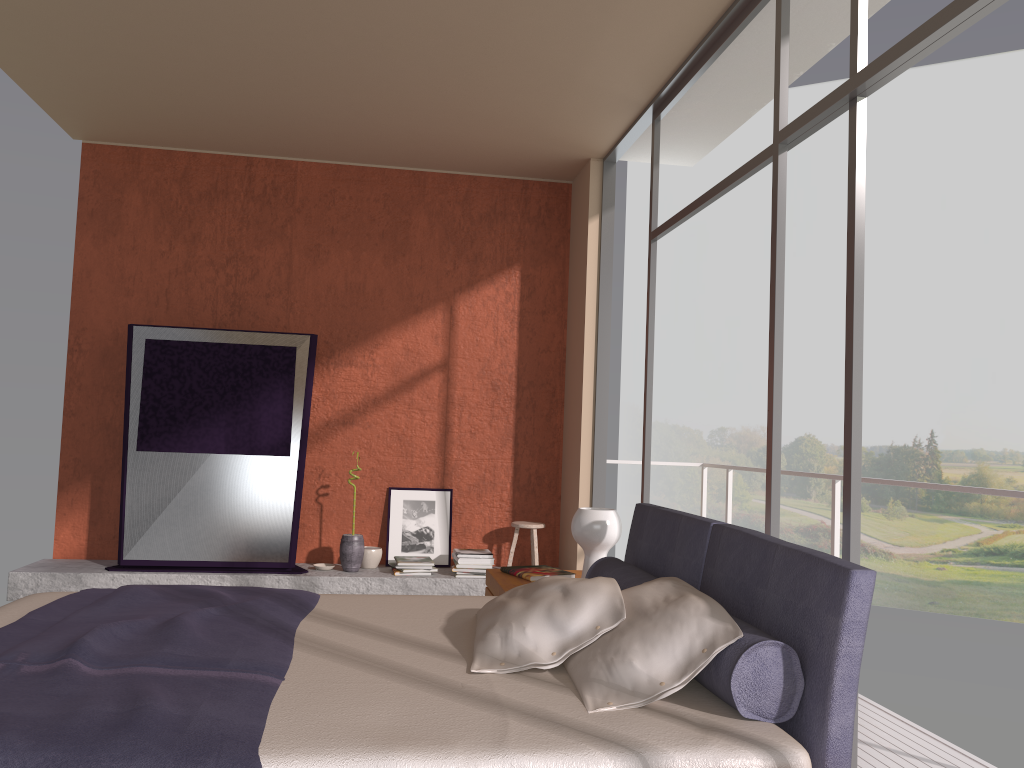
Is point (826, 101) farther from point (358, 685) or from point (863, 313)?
point (358, 685)

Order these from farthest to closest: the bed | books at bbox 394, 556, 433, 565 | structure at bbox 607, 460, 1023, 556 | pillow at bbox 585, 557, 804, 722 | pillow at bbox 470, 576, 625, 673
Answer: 1. books at bbox 394, 556, 433, 565
2. structure at bbox 607, 460, 1023, 556
3. pillow at bbox 470, 576, 625, 673
4. pillow at bbox 585, 557, 804, 722
5. the bed

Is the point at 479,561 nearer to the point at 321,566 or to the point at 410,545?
the point at 410,545

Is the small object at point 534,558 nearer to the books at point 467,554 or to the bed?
the books at point 467,554

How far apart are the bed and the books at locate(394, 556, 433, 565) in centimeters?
247cm

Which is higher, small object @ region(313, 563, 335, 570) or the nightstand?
the nightstand

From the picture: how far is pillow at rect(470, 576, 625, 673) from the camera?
2.42m

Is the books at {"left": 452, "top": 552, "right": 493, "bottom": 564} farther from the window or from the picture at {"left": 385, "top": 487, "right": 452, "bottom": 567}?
the window

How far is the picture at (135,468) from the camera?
5.7m

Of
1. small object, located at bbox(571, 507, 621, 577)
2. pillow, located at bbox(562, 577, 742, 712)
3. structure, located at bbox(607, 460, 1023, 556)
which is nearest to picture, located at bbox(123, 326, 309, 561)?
small object, located at bbox(571, 507, 621, 577)
